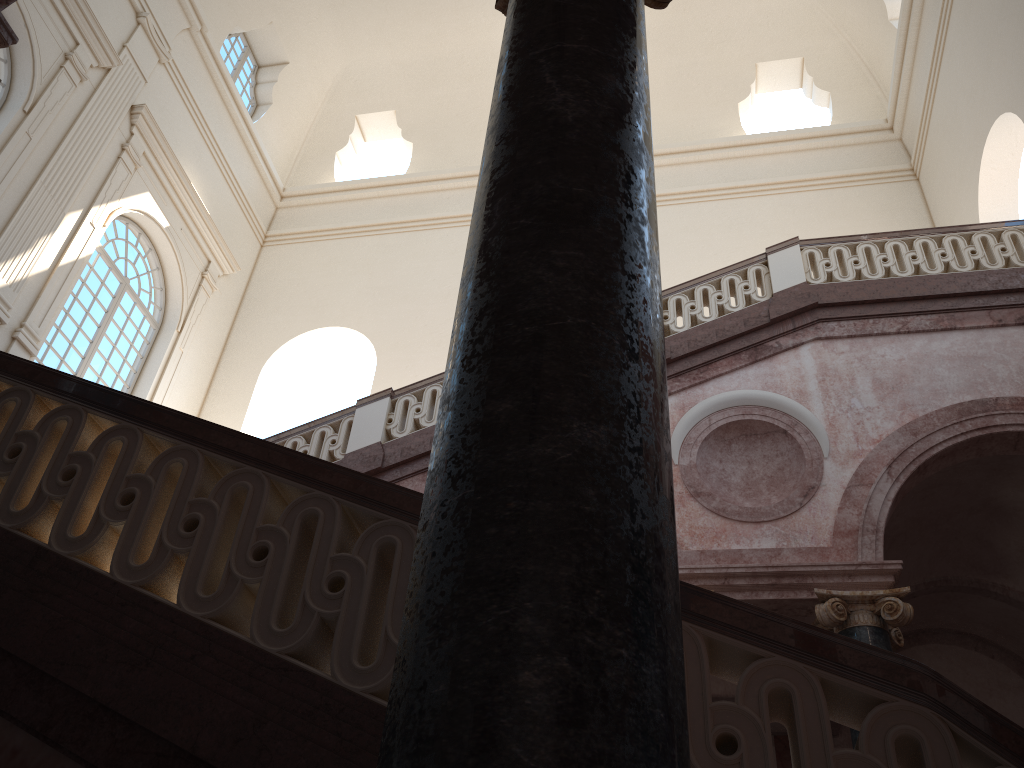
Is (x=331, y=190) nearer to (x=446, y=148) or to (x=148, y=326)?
(x=446, y=148)
